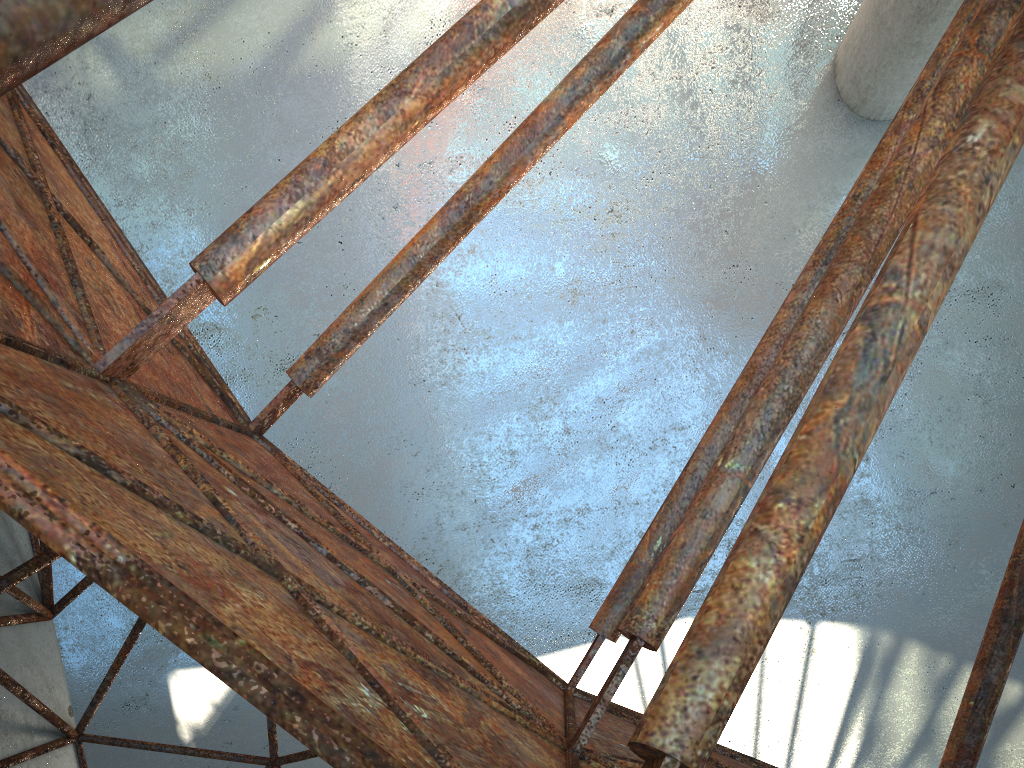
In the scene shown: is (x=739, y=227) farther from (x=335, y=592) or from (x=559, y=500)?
(x=335, y=592)

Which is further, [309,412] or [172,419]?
[309,412]

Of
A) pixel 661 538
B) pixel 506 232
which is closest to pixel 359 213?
pixel 506 232

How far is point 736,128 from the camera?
19.38m

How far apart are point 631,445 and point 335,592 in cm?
1466
